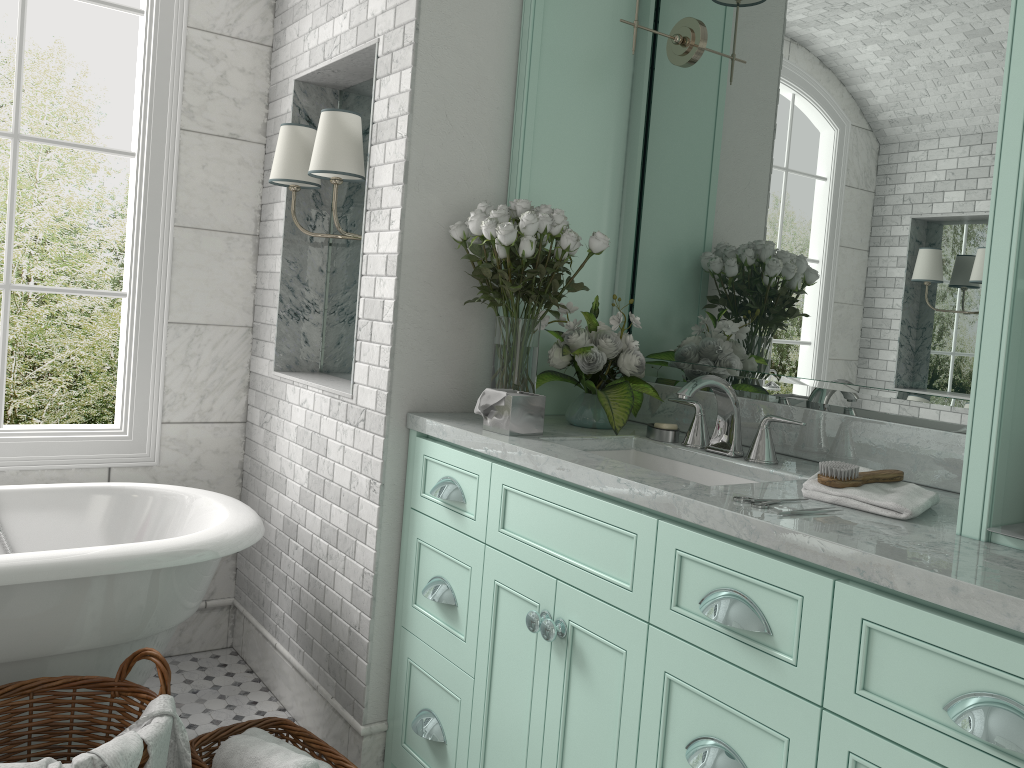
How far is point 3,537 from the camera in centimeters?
284cm

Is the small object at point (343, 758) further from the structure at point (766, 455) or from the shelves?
the structure at point (766, 455)

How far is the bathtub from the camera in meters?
2.3 m

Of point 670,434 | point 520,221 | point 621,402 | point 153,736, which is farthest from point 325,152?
point 153,736

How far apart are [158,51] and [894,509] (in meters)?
2.93

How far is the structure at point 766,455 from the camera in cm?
220

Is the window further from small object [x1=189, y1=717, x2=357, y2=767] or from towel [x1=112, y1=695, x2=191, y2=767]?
towel [x1=112, y1=695, x2=191, y2=767]

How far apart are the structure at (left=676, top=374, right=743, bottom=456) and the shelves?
0.7 meters

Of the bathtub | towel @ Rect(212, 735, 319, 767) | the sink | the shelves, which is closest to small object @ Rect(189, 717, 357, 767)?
towel @ Rect(212, 735, 319, 767)

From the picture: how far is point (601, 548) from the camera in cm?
192
